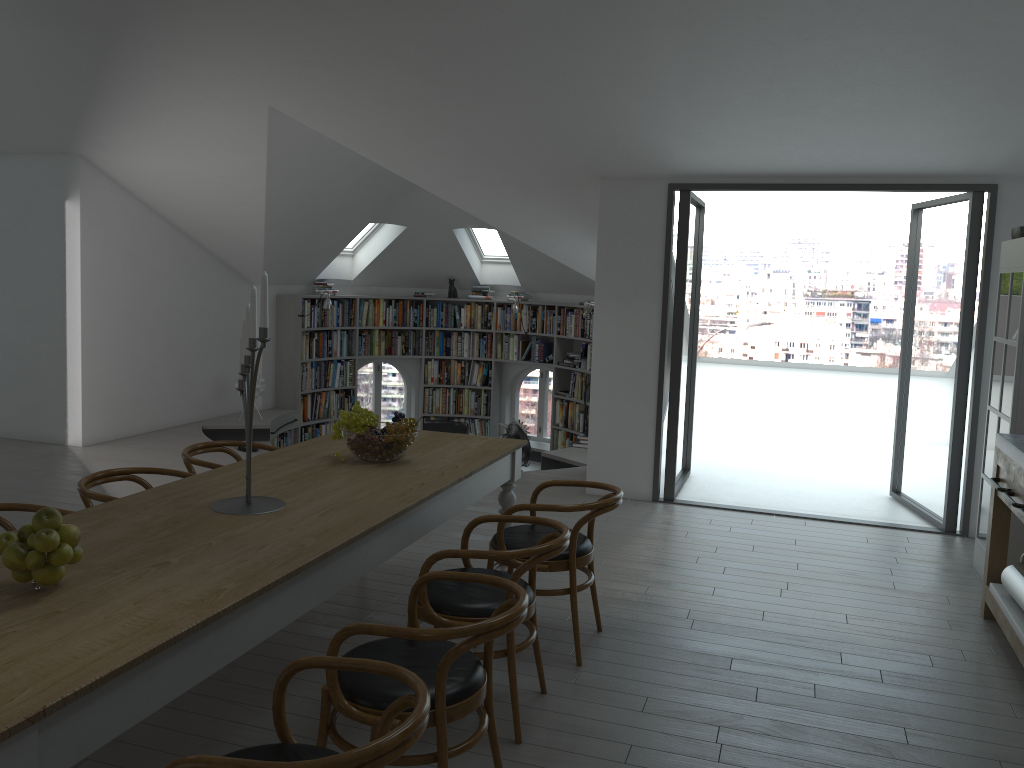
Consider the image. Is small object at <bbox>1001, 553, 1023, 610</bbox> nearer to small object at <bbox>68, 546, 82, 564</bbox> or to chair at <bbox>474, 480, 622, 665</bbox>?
chair at <bbox>474, 480, 622, 665</bbox>

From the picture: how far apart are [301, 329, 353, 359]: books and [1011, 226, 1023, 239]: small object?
7.7 meters

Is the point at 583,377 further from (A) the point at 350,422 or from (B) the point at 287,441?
(A) the point at 350,422

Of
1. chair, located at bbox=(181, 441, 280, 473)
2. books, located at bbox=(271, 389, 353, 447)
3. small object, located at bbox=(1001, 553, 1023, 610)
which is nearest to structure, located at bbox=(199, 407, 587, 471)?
books, located at bbox=(271, 389, 353, 447)

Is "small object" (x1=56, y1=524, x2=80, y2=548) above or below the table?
above

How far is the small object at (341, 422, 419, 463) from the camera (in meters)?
3.94

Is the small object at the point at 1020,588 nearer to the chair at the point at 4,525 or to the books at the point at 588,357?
the chair at the point at 4,525

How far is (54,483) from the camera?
6.70m

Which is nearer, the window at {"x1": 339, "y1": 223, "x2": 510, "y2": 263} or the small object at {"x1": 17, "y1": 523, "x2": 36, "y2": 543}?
the small object at {"x1": 17, "y1": 523, "x2": 36, "y2": 543}

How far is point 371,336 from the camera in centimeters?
1149cm
